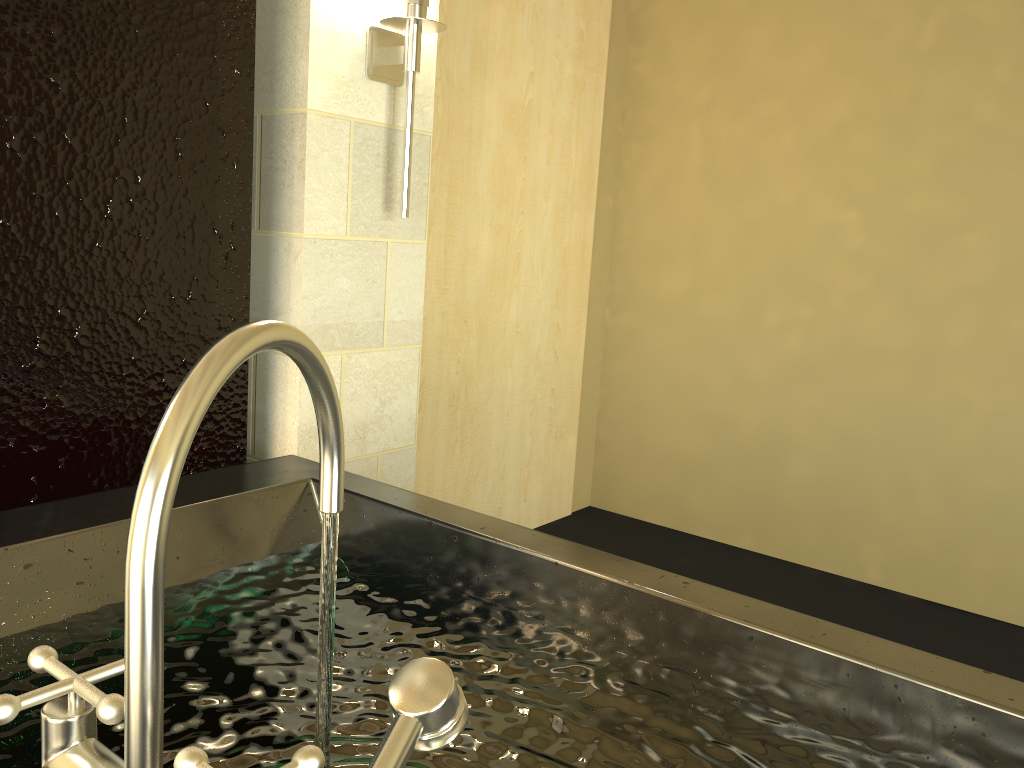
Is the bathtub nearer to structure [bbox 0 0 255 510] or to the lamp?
structure [bbox 0 0 255 510]

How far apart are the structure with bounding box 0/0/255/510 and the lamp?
0.3 meters

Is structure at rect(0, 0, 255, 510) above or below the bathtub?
above

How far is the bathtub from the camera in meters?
0.5

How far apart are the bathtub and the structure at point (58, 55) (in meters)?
0.29

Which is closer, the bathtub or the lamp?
the bathtub

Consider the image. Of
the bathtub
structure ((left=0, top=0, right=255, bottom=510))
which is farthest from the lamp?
the bathtub

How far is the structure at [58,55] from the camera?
1.7m

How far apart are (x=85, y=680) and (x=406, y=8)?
2.1m

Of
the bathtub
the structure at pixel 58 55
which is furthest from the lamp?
the bathtub
